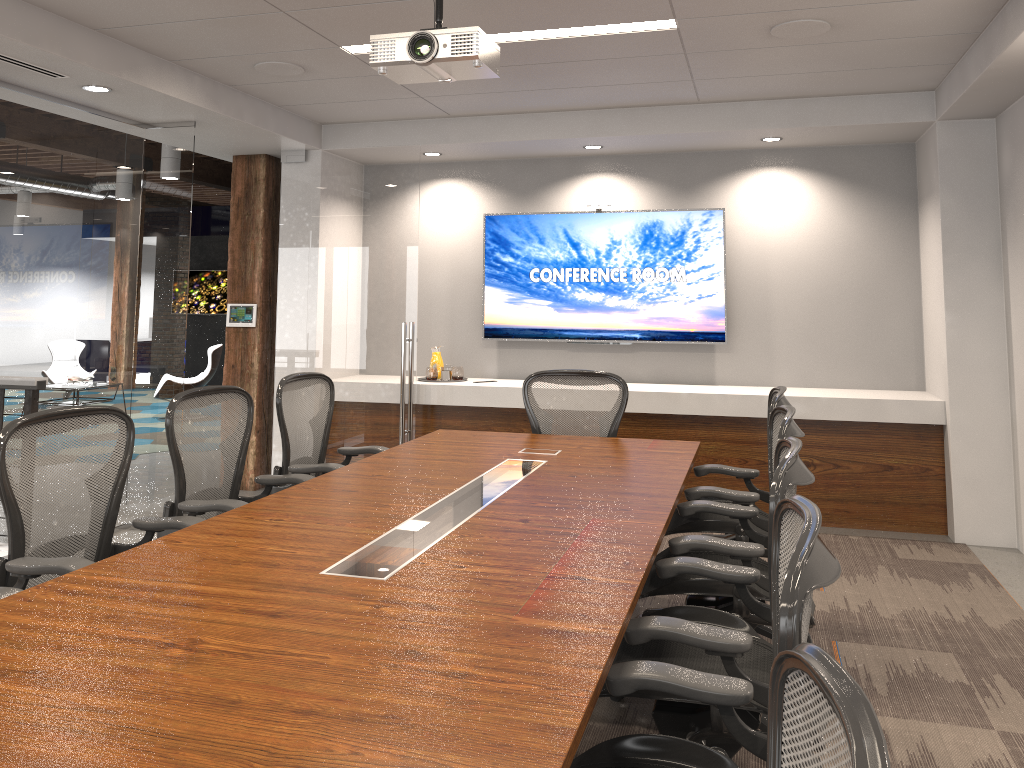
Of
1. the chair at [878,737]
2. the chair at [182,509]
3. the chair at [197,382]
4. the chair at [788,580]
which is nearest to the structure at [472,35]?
the chair at [182,509]

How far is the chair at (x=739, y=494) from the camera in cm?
369

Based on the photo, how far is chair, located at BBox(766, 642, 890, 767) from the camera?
0.78m

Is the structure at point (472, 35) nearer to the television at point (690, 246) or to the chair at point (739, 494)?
the chair at point (739, 494)

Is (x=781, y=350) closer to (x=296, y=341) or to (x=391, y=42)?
(x=296, y=341)

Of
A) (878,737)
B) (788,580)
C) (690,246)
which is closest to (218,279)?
(690,246)

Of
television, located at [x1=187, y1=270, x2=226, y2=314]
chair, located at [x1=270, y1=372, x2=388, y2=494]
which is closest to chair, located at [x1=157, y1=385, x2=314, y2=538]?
chair, located at [x1=270, y1=372, x2=388, y2=494]

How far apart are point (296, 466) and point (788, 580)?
3.3m

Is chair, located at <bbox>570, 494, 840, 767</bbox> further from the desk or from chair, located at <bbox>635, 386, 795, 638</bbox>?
chair, located at <bbox>635, 386, 795, 638</bbox>

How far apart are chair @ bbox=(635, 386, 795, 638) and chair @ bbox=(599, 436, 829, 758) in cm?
104
